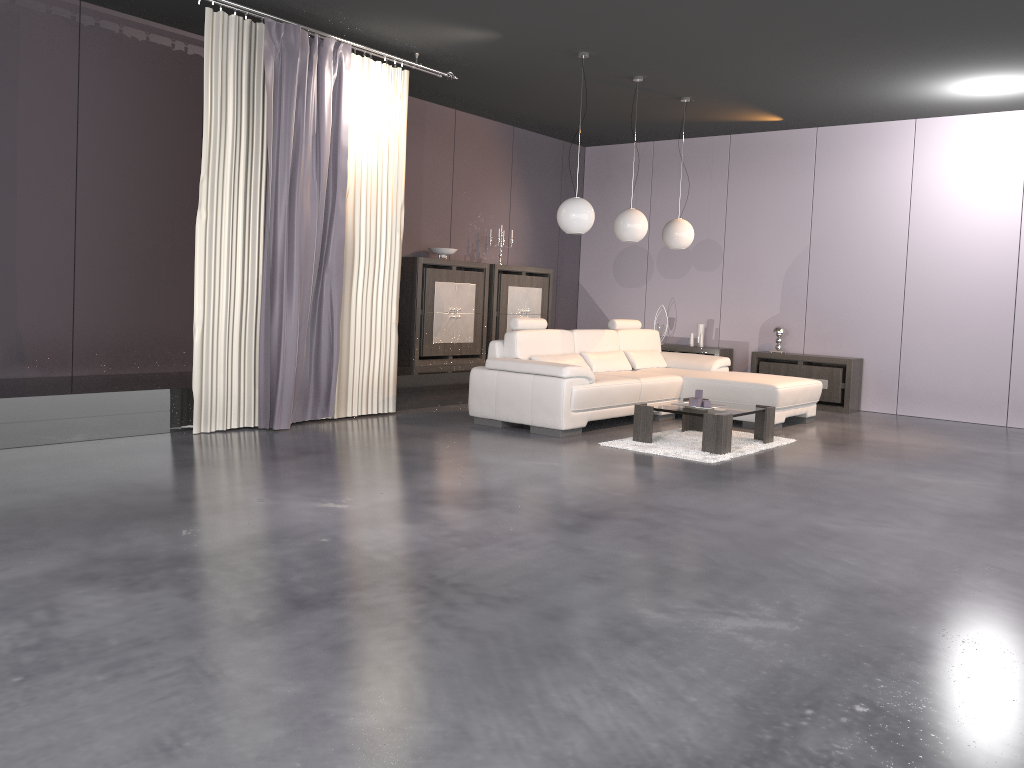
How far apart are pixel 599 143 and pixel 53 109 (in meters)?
6.53

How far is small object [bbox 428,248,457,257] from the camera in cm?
898

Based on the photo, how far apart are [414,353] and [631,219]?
2.5m

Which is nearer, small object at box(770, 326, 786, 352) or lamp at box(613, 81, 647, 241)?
lamp at box(613, 81, 647, 241)

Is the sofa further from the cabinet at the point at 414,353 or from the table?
the cabinet at the point at 414,353

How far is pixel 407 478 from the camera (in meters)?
4.90

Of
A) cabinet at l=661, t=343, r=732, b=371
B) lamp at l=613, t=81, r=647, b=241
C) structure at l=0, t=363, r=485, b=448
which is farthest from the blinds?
cabinet at l=661, t=343, r=732, b=371

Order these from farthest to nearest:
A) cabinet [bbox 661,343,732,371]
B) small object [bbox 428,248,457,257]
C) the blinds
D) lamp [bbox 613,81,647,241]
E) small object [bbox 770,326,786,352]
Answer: cabinet [bbox 661,343,732,371] → small object [bbox 770,326,786,352] → small object [bbox 428,248,457,257] → lamp [bbox 613,81,647,241] → the blinds

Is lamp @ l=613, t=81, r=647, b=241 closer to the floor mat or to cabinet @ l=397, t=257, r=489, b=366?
the floor mat

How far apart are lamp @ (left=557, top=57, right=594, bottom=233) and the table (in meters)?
1.55
